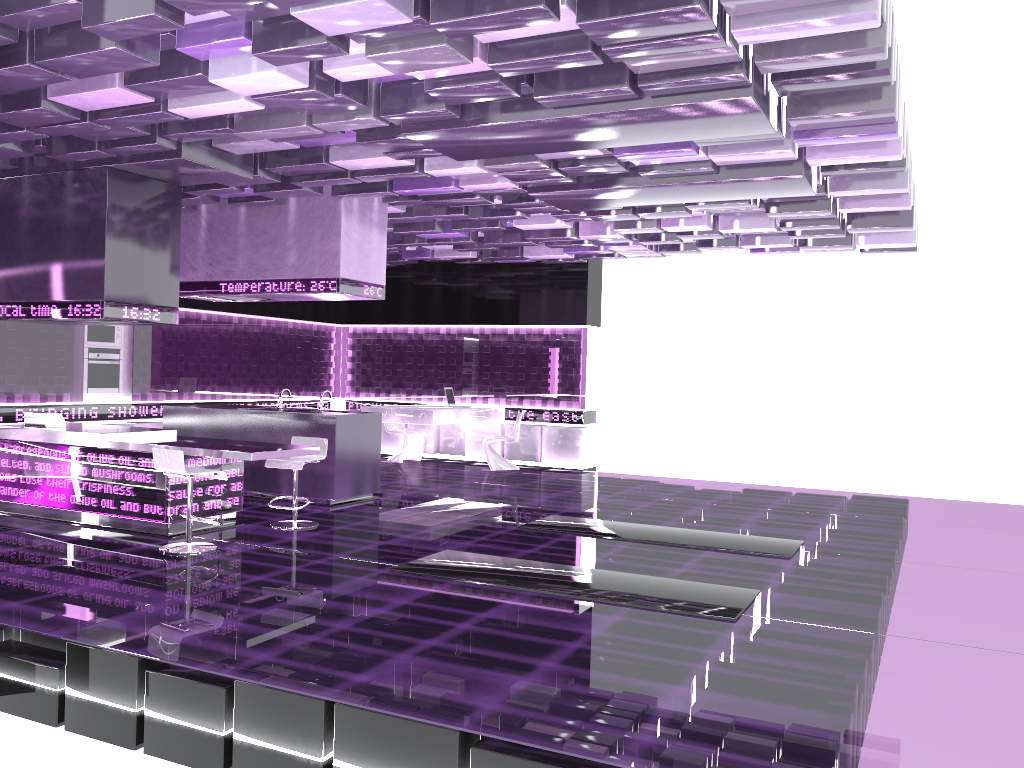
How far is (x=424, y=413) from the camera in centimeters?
1175cm

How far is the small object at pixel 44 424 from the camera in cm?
775

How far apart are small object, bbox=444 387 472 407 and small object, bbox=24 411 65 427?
5.9m

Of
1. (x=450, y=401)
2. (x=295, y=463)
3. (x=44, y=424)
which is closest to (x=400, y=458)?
(x=450, y=401)

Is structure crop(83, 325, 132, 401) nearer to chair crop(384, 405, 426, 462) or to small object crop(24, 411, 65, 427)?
small object crop(24, 411, 65, 427)

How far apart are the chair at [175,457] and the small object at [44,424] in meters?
1.9 m

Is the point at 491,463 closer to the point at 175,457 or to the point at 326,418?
the point at 326,418

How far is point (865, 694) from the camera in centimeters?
390cm

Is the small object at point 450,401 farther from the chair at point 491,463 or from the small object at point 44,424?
the small object at point 44,424

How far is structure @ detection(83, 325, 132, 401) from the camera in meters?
10.6
